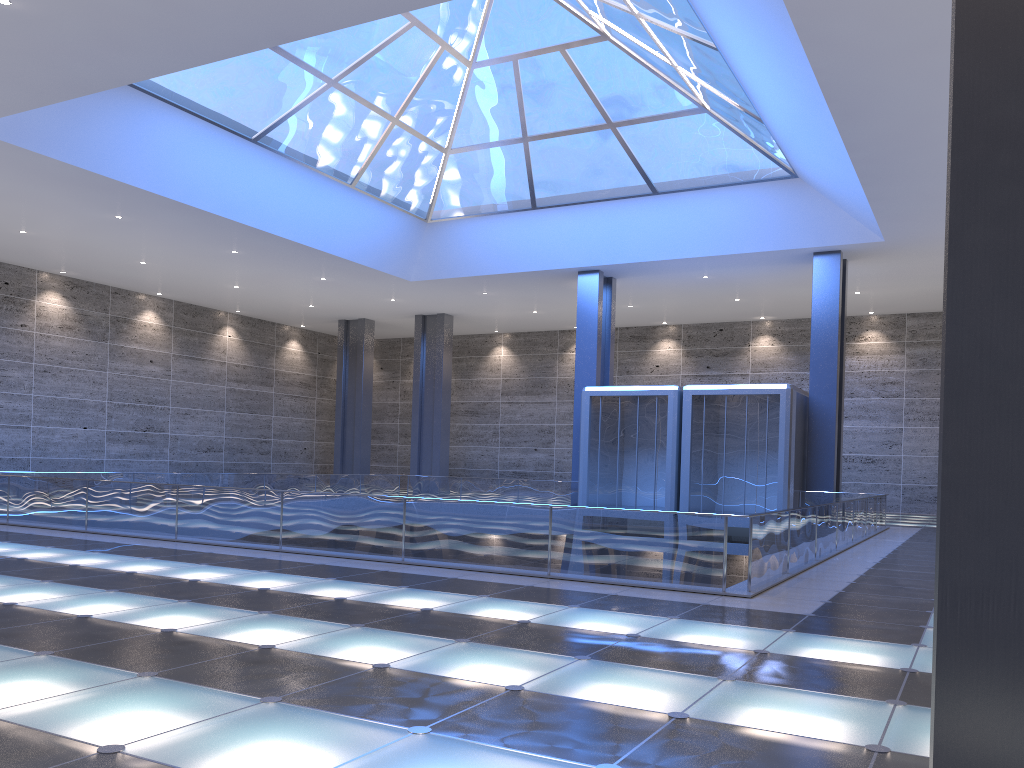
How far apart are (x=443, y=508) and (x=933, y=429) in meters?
32.8 m
